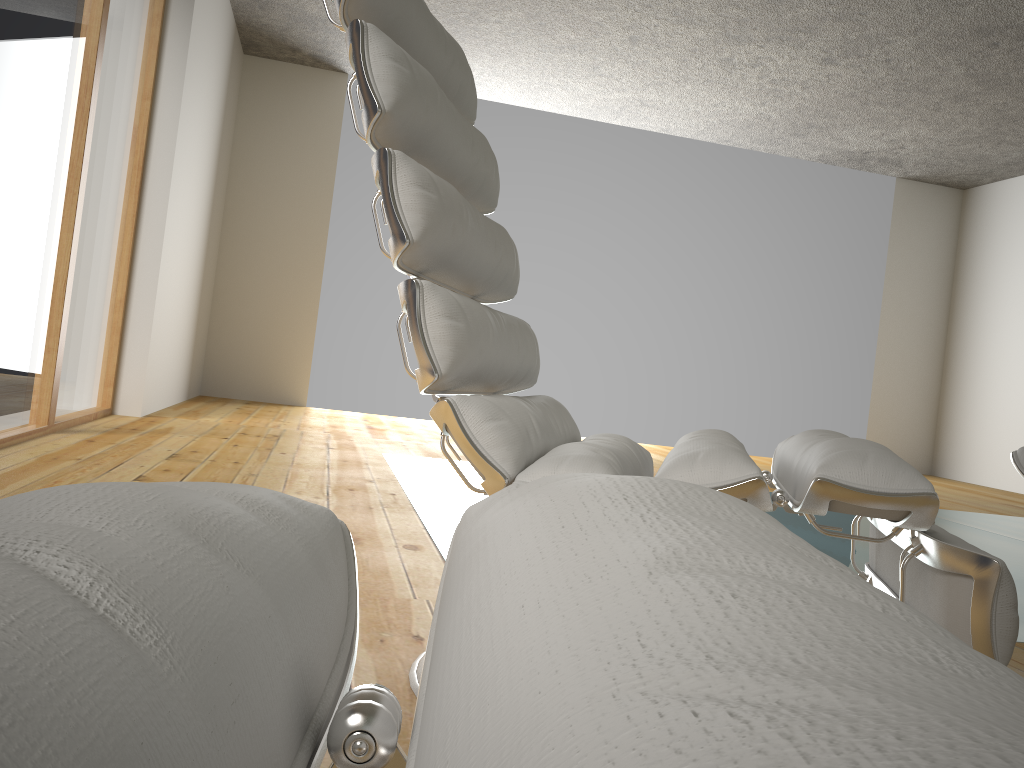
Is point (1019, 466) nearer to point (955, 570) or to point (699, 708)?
point (955, 570)

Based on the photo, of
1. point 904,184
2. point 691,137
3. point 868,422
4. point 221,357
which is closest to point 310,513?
point 221,357

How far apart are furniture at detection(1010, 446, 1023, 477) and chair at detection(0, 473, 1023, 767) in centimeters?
131cm

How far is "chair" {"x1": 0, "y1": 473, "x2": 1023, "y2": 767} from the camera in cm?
10

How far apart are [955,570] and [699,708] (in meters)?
0.93

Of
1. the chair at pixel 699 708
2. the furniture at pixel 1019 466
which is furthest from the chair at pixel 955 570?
the chair at pixel 699 708

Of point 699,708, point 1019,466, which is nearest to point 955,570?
point 1019,466

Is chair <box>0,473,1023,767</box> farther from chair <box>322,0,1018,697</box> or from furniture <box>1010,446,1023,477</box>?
furniture <box>1010,446,1023,477</box>

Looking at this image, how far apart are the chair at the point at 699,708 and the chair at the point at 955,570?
0.60m

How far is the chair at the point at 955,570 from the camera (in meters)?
0.91
